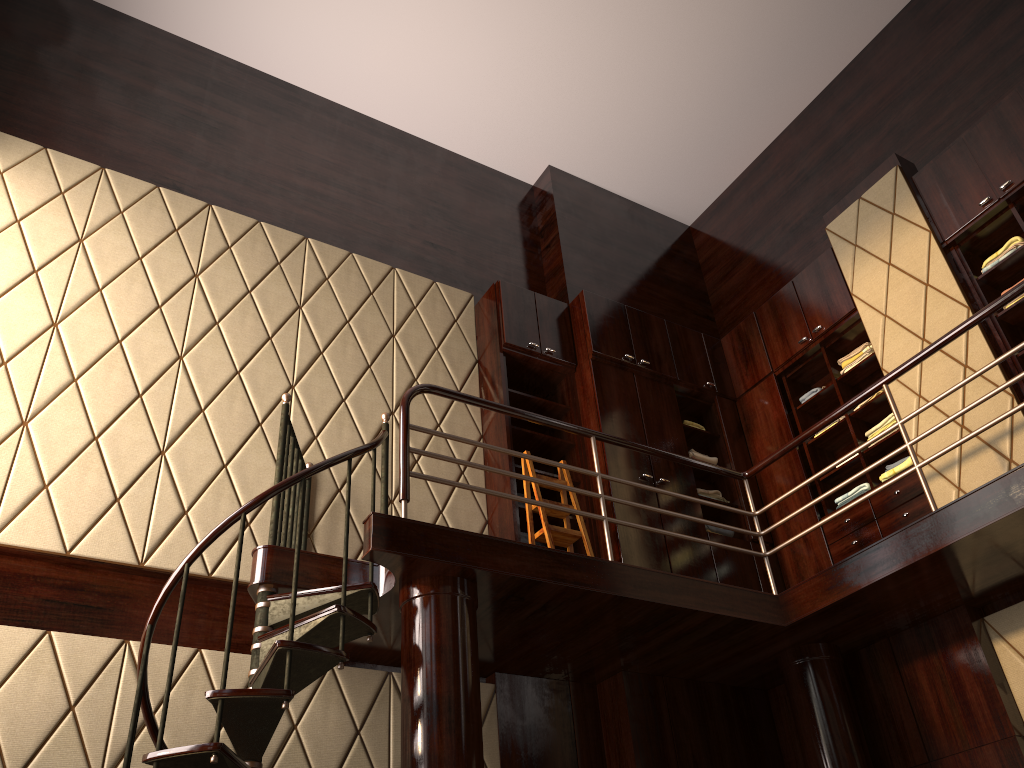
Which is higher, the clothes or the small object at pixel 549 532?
the clothes

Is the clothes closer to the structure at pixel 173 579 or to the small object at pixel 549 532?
the structure at pixel 173 579

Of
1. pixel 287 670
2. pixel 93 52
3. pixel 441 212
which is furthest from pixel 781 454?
pixel 93 52

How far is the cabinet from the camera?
5.0 meters

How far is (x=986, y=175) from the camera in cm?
496

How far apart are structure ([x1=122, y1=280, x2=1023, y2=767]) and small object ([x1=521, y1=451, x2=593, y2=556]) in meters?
0.5

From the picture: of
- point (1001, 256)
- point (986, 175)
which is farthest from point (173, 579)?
point (986, 175)

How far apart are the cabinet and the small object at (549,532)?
0.1m

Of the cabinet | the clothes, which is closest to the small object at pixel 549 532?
the cabinet

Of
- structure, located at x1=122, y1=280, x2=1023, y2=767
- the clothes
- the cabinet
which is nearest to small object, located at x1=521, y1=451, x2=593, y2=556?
the cabinet
